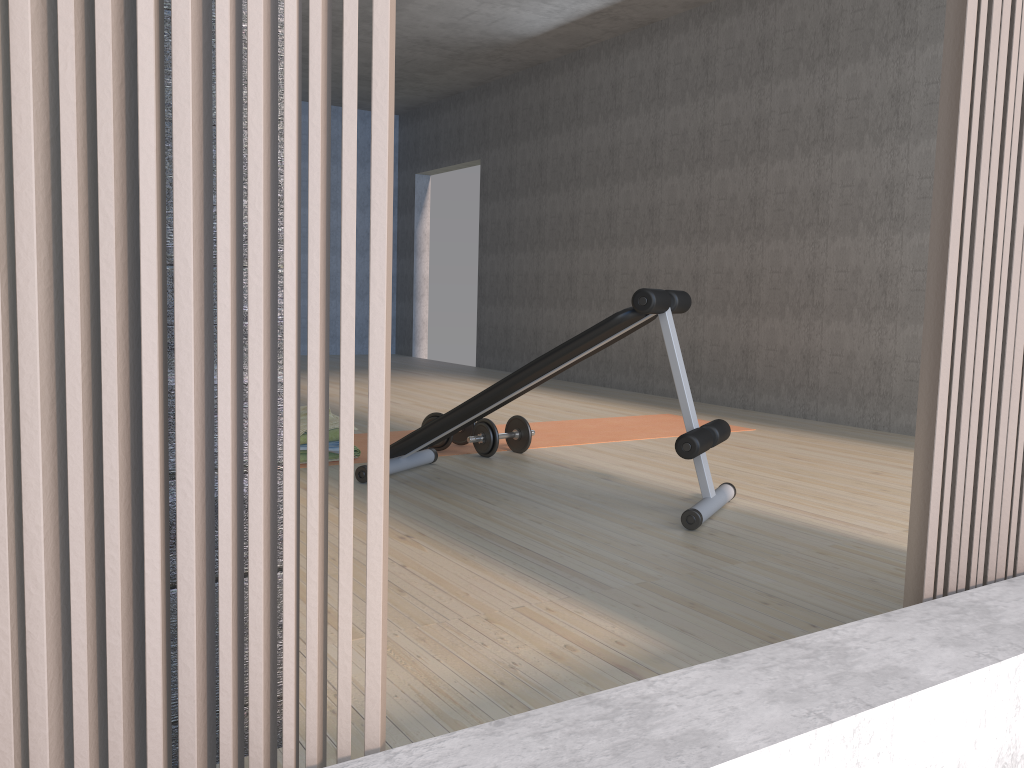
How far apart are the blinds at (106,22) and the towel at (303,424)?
2.8m

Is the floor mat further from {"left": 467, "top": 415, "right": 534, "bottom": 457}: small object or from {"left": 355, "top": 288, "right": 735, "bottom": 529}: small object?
{"left": 355, "top": 288, "right": 735, "bottom": 529}: small object

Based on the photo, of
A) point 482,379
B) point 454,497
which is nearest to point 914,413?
point 454,497

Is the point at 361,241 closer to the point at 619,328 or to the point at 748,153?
the point at 748,153

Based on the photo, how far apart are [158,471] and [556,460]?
3.19m

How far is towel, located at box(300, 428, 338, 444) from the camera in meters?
3.6

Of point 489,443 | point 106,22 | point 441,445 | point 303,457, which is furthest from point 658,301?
point 106,22

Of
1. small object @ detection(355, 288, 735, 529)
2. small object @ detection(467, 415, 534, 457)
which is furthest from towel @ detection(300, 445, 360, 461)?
small object @ detection(467, 415, 534, 457)

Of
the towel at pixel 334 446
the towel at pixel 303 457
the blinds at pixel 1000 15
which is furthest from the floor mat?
the blinds at pixel 1000 15

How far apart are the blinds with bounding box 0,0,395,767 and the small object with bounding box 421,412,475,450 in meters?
3.1
